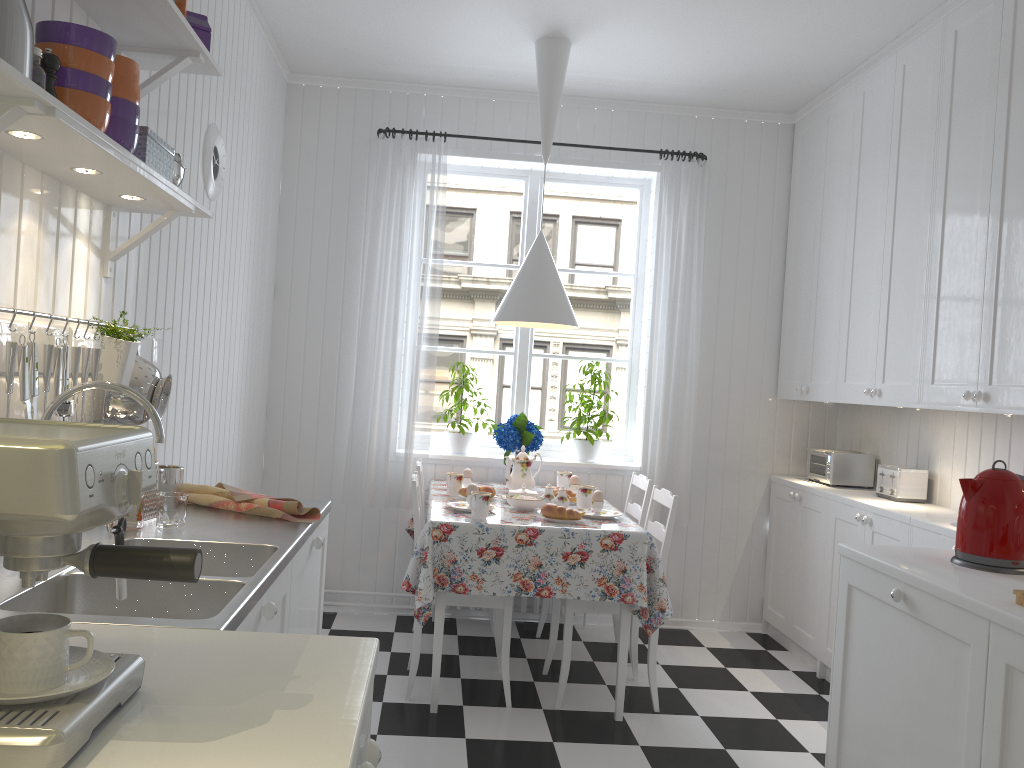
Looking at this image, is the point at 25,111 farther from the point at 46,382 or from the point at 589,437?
the point at 589,437

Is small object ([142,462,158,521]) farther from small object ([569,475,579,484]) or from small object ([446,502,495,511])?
small object ([569,475,579,484])

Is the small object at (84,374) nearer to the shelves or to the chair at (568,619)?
the shelves

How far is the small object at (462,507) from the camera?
3.52m

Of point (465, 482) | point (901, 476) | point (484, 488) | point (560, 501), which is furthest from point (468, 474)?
point (901, 476)

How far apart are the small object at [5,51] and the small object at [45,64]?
0.20m

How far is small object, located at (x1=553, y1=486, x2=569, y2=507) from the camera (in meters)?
3.62

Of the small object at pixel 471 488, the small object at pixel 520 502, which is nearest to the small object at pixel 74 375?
the small object at pixel 471 488

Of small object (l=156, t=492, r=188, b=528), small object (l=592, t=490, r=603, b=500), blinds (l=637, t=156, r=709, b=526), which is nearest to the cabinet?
small object (l=156, t=492, r=188, b=528)

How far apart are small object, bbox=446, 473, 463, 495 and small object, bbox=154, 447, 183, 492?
1.61m
